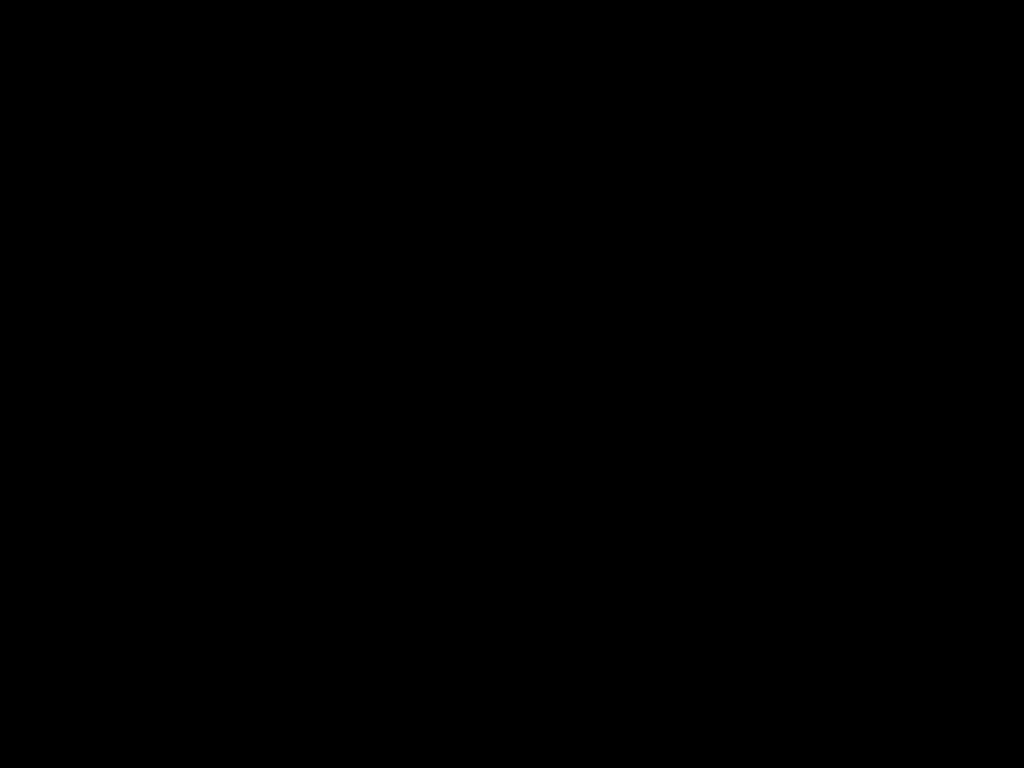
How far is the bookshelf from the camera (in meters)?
1.27

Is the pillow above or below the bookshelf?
above

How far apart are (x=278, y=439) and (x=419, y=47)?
0.9m

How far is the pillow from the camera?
1.4m

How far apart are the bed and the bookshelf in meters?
0.0 m

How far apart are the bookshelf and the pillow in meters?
0.0 m

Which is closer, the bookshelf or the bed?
the bed

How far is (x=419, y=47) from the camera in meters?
0.5 m

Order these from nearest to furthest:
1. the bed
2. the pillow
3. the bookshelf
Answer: the bed → the bookshelf → the pillow

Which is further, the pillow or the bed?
the pillow
